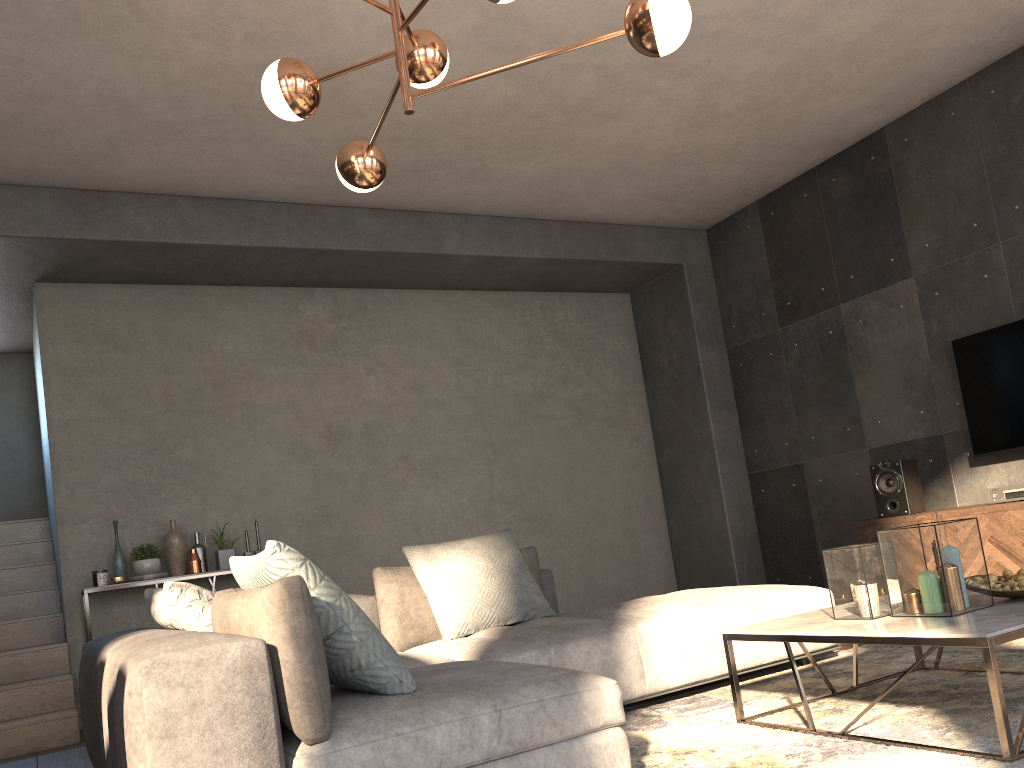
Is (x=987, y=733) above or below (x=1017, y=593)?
below

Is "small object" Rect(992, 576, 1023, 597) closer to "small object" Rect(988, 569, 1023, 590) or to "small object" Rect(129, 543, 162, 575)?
"small object" Rect(988, 569, 1023, 590)

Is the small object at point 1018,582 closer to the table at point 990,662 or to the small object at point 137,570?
the table at point 990,662

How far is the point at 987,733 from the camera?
2.29m

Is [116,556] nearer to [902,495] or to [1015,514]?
[902,495]

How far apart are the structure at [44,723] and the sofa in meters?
1.8

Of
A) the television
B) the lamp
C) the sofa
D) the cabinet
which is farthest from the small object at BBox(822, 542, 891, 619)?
the television

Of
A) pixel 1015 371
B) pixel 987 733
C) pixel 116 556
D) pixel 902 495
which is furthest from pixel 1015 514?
pixel 116 556

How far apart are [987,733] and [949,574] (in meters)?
0.41

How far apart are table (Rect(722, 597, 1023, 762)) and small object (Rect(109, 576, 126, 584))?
3.75m
